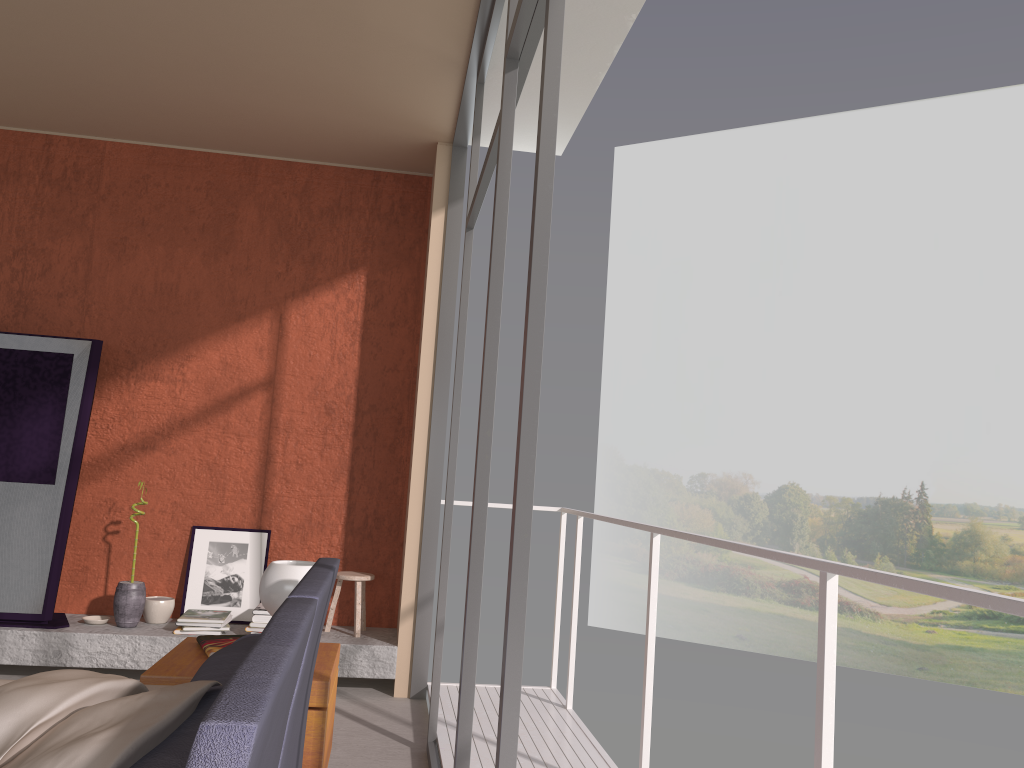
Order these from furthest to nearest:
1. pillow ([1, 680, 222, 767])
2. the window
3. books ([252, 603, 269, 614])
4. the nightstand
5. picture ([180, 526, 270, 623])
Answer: picture ([180, 526, 270, 623]), books ([252, 603, 269, 614]), the nightstand, the window, pillow ([1, 680, 222, 767])

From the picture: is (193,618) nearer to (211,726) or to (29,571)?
(29,571)

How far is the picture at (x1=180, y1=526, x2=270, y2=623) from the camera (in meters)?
5.24

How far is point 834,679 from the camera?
1.99m

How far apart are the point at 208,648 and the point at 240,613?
2.4 meters

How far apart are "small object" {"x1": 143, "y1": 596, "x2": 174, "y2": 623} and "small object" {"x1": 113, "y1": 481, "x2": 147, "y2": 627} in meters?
0.1 m

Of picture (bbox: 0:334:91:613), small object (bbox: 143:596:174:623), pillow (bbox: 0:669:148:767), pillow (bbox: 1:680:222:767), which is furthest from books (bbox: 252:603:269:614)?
pillow (bbox: 1:680:222:767)

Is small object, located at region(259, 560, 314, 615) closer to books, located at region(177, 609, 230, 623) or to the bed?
the bed

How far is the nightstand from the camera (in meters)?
2.70

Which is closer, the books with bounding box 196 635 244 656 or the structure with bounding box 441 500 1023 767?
the structure with bounding box 441 500 1023 767
